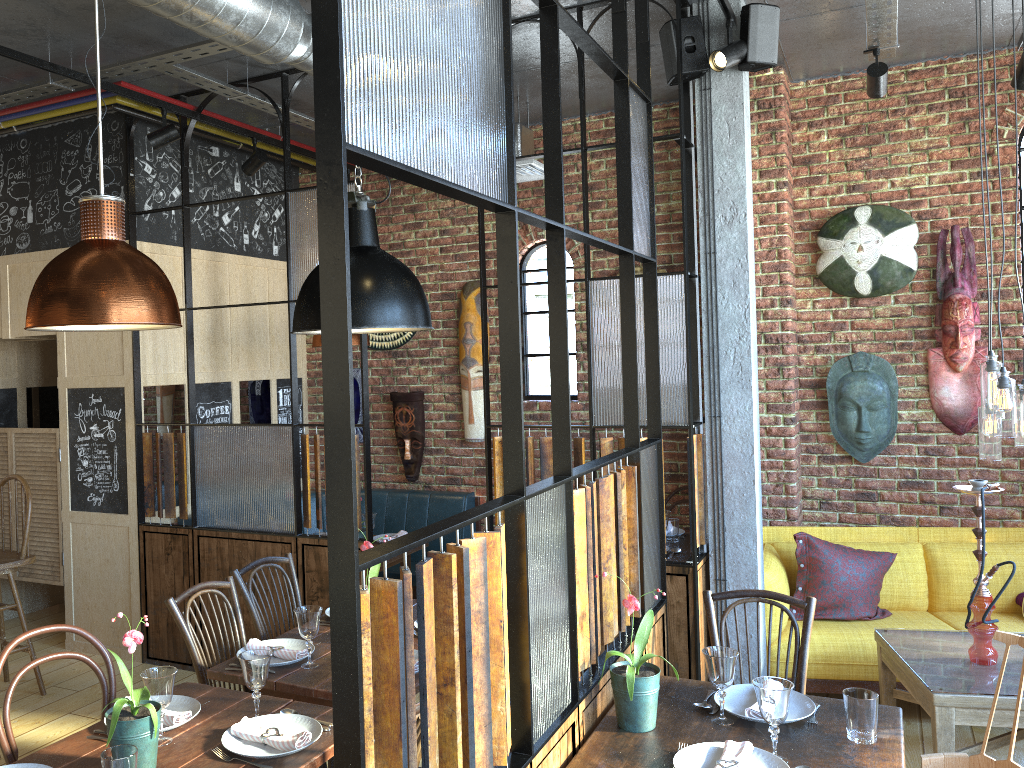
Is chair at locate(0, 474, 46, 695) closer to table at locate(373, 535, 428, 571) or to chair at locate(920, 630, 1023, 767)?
table at locate(373, 535, 428, 571)

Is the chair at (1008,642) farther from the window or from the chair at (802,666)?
the window

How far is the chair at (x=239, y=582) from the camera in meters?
3.6 m

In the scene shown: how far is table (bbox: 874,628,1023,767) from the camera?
3.3m

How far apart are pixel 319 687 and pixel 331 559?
1.6m

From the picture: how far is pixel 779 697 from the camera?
2.22m

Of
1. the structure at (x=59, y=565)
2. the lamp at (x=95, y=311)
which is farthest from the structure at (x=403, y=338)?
the lamp at (x=95, y=311)

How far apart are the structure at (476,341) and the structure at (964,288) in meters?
2.8 m

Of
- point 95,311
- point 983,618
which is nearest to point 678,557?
point 983,618

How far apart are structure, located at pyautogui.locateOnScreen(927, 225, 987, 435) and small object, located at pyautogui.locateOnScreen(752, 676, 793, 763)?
3.3m
